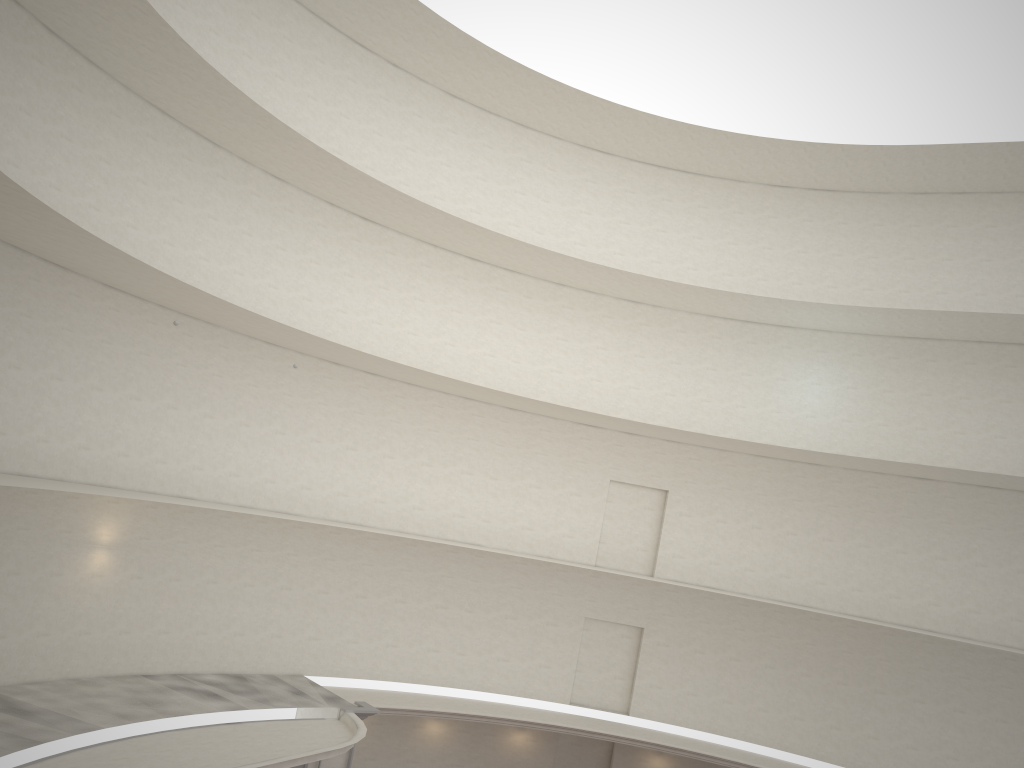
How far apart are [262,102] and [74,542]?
11.3m

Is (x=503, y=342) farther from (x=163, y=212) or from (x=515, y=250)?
(x=163, y=212)
